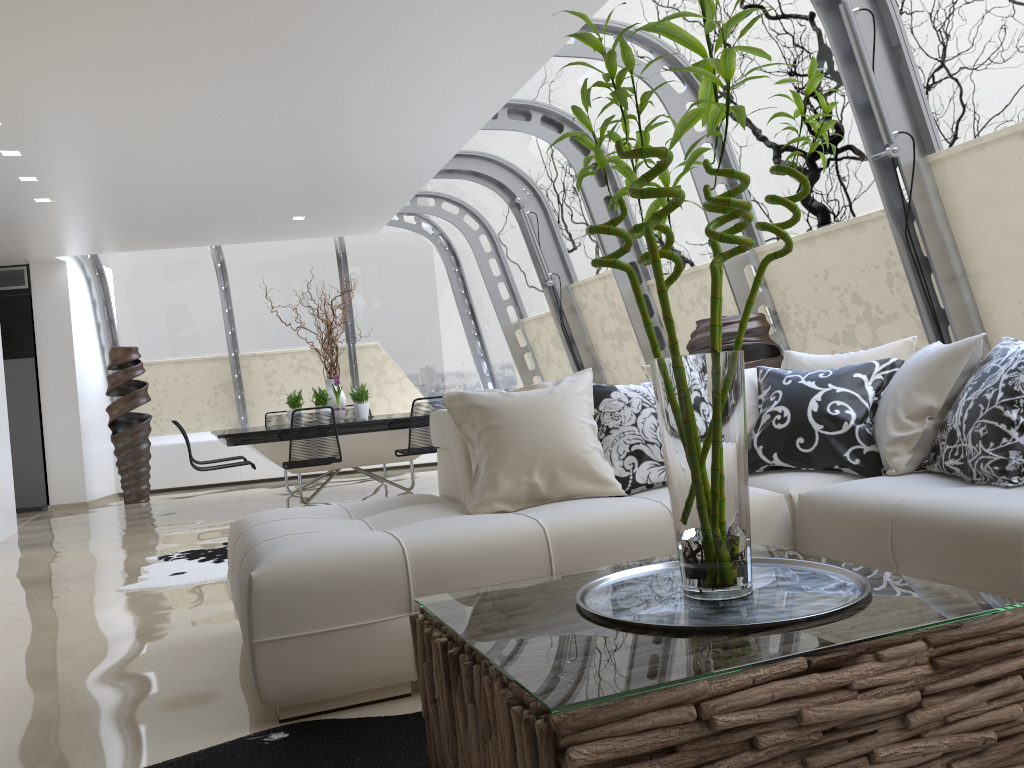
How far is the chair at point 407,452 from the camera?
7.60m

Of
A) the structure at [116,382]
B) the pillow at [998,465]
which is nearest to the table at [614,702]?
the pillow at [998,465]

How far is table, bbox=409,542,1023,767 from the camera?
1.38m

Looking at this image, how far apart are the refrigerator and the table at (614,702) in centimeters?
982cm

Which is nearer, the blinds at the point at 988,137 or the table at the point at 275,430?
the blinds at the point at 988,137

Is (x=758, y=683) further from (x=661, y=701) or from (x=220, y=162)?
(x=220, y=162)

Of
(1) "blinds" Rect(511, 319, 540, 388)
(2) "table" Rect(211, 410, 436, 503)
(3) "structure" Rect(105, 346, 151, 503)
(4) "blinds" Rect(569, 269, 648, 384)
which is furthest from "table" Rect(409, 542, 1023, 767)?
(3) "structure" Rect(105, 346, 151, 503)

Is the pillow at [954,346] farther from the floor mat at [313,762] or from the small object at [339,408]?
the small object at [339,408]

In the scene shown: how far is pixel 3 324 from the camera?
10.4m

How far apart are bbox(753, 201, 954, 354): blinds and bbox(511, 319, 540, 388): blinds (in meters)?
4.83
